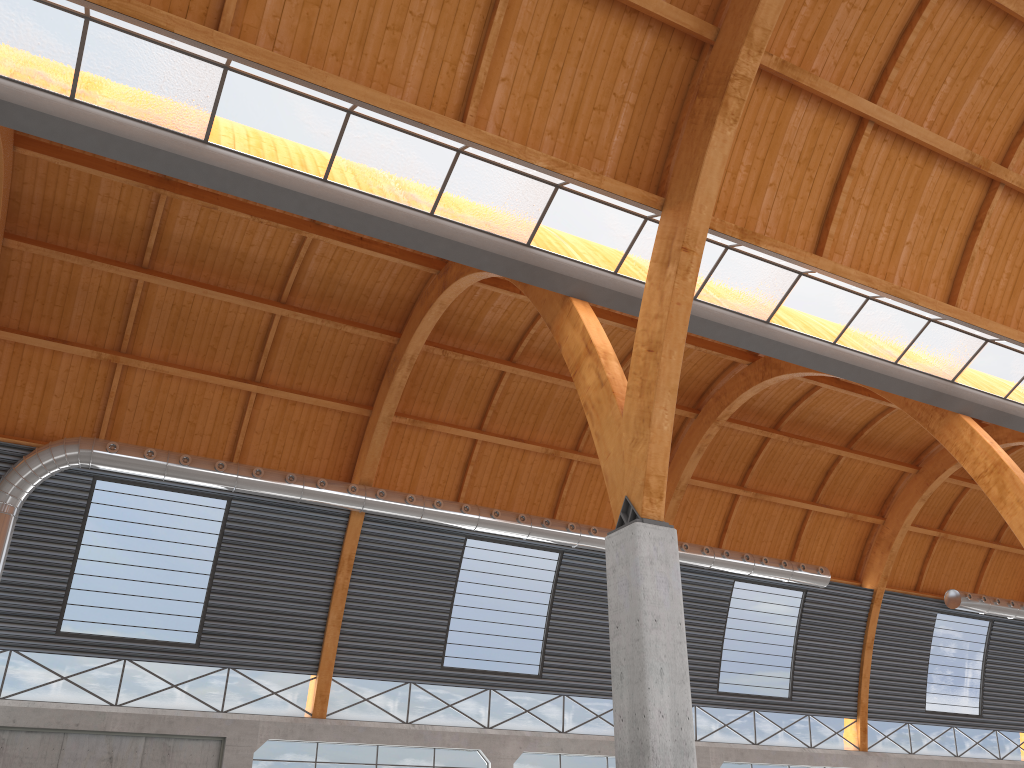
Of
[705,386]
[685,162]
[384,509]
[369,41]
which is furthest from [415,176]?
[705,386]
